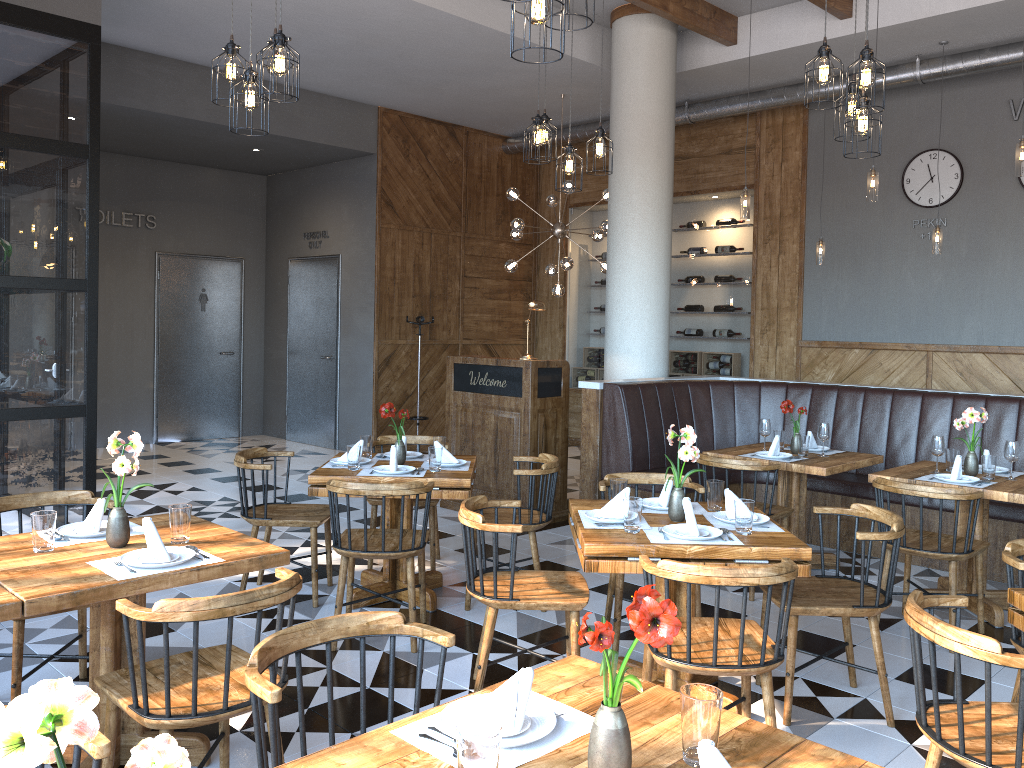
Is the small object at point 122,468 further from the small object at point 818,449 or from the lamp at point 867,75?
the small object at point 818,449

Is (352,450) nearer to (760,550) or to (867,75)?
(760,550)

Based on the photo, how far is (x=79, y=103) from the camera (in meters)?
5.86

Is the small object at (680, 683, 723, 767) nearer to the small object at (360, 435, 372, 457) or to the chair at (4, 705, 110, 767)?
the chair at (4, 705, 110, 767)

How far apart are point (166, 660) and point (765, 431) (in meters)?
4.41

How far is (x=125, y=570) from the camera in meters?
2.8

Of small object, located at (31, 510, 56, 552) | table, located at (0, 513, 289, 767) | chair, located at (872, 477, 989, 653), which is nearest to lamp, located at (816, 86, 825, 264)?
chair, located at (872, 477, 989, 653)

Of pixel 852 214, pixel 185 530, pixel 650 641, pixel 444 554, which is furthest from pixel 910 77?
pixel 650 641

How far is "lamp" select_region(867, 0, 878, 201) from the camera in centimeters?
646cm

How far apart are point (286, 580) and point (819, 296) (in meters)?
7.92
